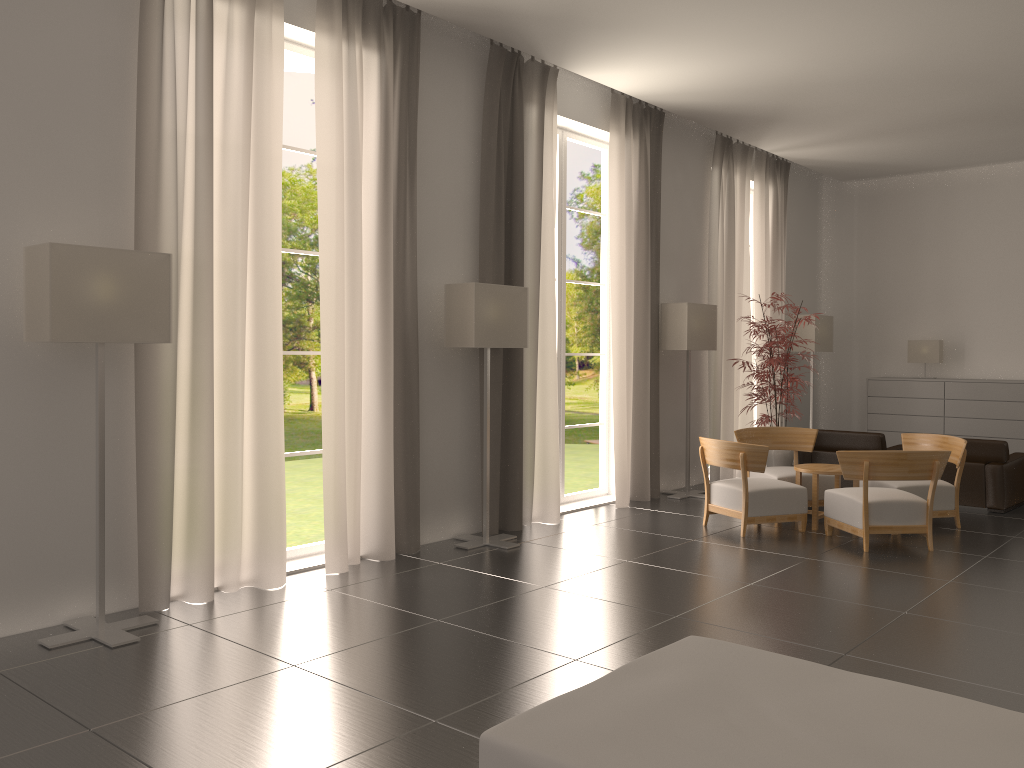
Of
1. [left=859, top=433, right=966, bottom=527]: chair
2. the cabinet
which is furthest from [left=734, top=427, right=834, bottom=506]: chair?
the cabinet

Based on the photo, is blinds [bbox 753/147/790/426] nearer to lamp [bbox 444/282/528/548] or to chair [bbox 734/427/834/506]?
chair [bbox 734/427/834/506]

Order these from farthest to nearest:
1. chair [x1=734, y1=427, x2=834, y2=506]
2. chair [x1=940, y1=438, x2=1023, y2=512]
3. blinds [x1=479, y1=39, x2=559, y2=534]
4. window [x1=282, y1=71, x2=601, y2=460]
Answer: window [x1=282, y1=71, x2=601, y2=460] → chair [x1=940, y1=438, x2=1023, y2=512] → chair [x1=734, y1=427, x2=834, y2=506] → blinds [x1=479, y1=39, x2=559, y2=534]

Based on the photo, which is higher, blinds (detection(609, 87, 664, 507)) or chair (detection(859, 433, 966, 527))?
blinds (detection(609, 87, 664, 507))

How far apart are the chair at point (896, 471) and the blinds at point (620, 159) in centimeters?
311cm

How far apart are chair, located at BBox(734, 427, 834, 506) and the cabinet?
5.4 meters

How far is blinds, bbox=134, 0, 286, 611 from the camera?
7.99m

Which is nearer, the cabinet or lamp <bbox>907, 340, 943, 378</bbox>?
the cabinet

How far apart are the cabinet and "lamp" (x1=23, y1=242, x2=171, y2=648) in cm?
1519

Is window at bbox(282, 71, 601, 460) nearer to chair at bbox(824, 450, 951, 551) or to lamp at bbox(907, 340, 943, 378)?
lamp at bbox(907, 340, 943, 378)
